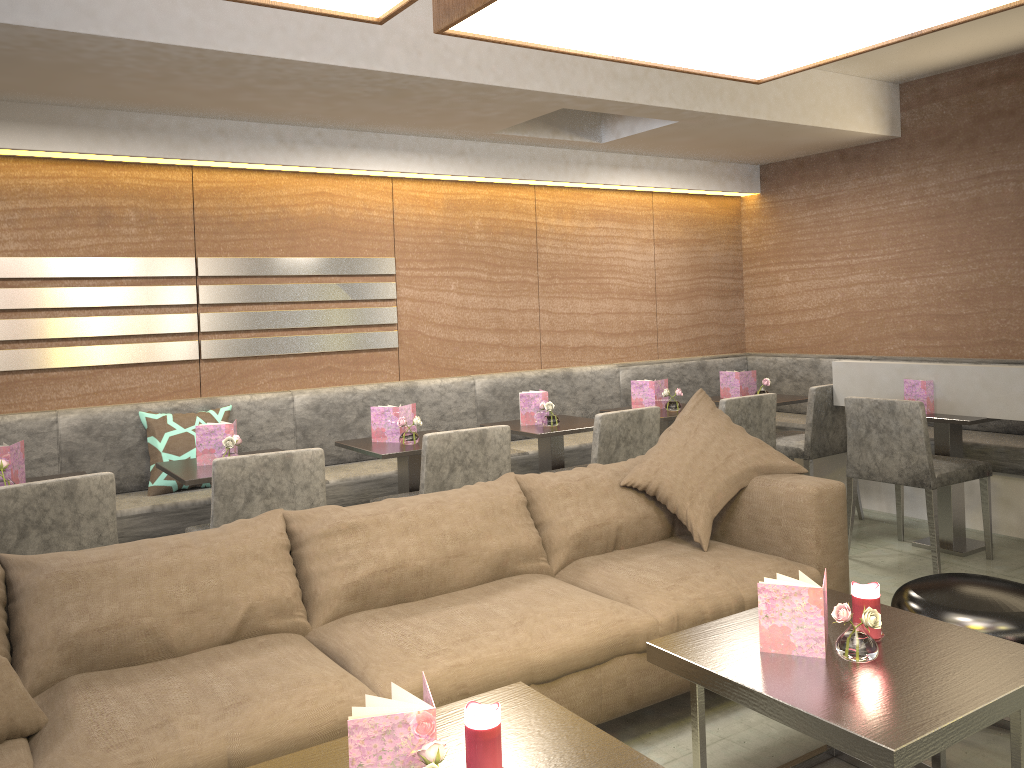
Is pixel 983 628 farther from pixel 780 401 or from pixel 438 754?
pixel 780 401

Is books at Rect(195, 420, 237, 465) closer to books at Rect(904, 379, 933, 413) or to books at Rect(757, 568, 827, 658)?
books at Rect(757, 568, 827, 658)

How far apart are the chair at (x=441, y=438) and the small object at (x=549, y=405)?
0.7m

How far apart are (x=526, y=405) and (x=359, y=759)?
2.92m

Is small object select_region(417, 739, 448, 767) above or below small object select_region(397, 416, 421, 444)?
below

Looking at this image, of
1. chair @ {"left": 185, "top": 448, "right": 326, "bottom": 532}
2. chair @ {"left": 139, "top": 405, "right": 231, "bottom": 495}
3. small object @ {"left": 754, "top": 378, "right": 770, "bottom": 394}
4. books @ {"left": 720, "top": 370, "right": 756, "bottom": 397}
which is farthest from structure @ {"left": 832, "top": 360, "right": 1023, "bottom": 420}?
chair @ {"left": 139, "top": 405, "right": 231, "bottom": 495}

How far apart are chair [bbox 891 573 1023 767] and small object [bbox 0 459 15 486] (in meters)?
2.84

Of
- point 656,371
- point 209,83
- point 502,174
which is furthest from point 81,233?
point 656,371

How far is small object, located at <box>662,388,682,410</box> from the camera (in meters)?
4.66

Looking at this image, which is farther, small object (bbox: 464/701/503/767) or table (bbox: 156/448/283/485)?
table (bbox: 156/448/283/485)
